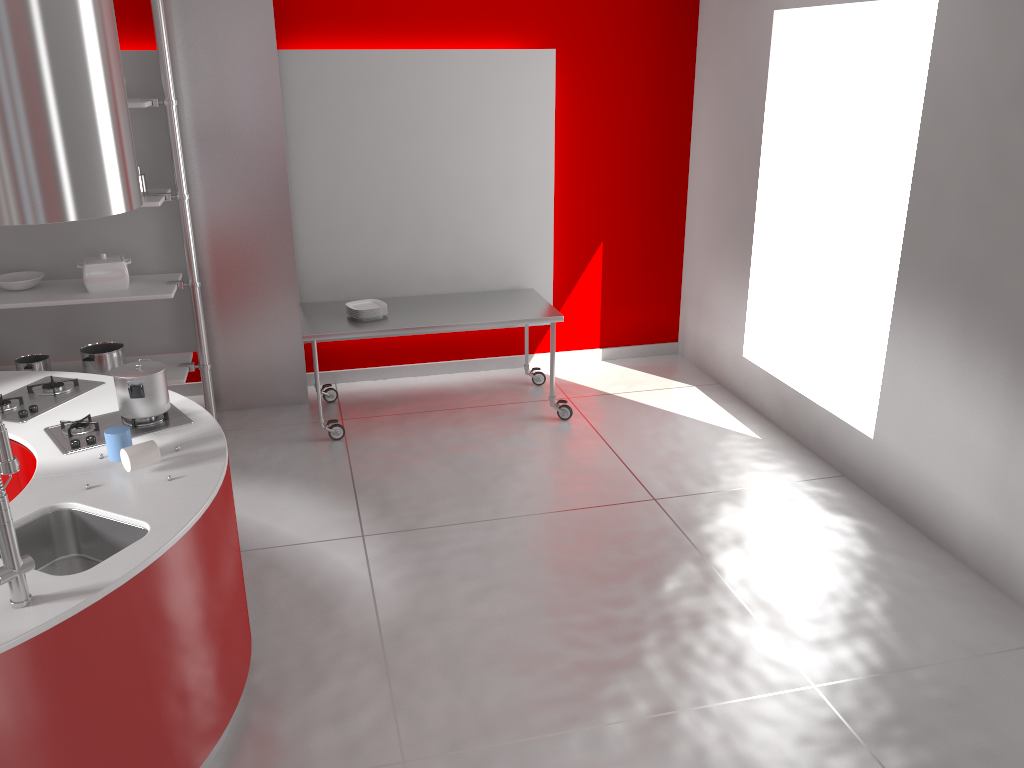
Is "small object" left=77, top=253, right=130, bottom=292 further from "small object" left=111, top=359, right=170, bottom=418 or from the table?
"small object" left=111, top=359, right=170, bottom=418

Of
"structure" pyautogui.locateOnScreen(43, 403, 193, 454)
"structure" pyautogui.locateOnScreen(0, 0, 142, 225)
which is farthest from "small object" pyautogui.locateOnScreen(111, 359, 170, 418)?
"structure" pyautogui.locateOnScreen(0, 0, 142, 225)

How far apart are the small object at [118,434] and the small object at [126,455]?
0.08m

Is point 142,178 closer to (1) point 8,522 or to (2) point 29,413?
(2) point 29,413

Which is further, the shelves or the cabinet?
the shelves

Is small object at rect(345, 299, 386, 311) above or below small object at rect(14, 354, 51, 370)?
above

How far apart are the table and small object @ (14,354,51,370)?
1.5m

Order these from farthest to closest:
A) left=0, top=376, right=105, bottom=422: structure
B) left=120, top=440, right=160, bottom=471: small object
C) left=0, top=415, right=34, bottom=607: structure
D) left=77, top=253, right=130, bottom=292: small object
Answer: left=77, top=253, right=130, bottom=292: small object
left=0, top=376, right=105, bottom=422: structure
left=120, top=440, right=160, bottom=471: small object
left=0, top=415, right=34, bottom=607: structure

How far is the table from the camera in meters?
5.2

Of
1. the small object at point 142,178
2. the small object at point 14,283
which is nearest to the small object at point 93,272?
the small object at point 14,283
